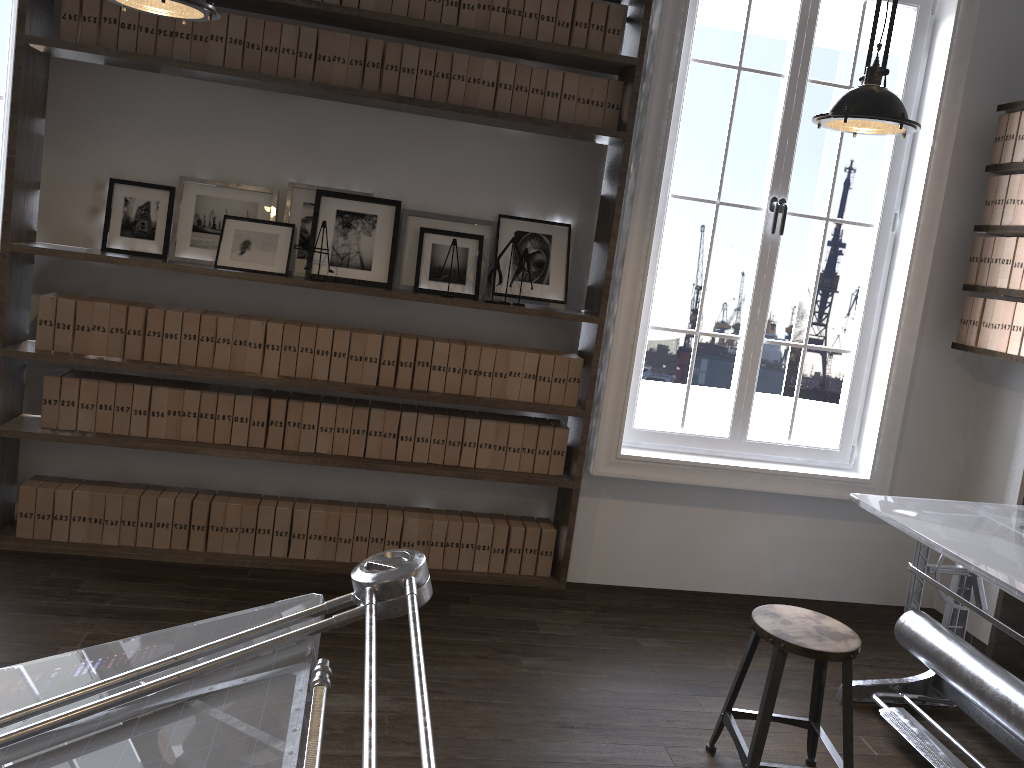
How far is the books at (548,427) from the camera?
4.0m

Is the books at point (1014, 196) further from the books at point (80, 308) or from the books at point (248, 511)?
the books at point (80, 308)

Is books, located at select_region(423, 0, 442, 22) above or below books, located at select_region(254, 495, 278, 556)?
above

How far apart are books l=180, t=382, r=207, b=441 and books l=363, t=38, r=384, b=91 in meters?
1.5

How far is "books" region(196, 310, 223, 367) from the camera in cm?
371

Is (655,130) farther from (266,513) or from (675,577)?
(266,513)

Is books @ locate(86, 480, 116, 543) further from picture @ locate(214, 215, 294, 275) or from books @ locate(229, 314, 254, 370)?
picture @ locate(214, 215, 294, 275)

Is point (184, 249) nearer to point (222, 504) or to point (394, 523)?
point (222, 504)

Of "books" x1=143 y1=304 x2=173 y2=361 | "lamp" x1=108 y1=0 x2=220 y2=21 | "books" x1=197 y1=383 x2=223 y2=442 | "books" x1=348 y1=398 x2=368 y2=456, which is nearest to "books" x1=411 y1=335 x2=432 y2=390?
"books" x1=348 y1=398 x2=368 y2=456

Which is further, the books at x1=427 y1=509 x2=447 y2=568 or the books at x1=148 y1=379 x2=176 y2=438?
the books at x1=427 y1=509 x2=447 y2=568
